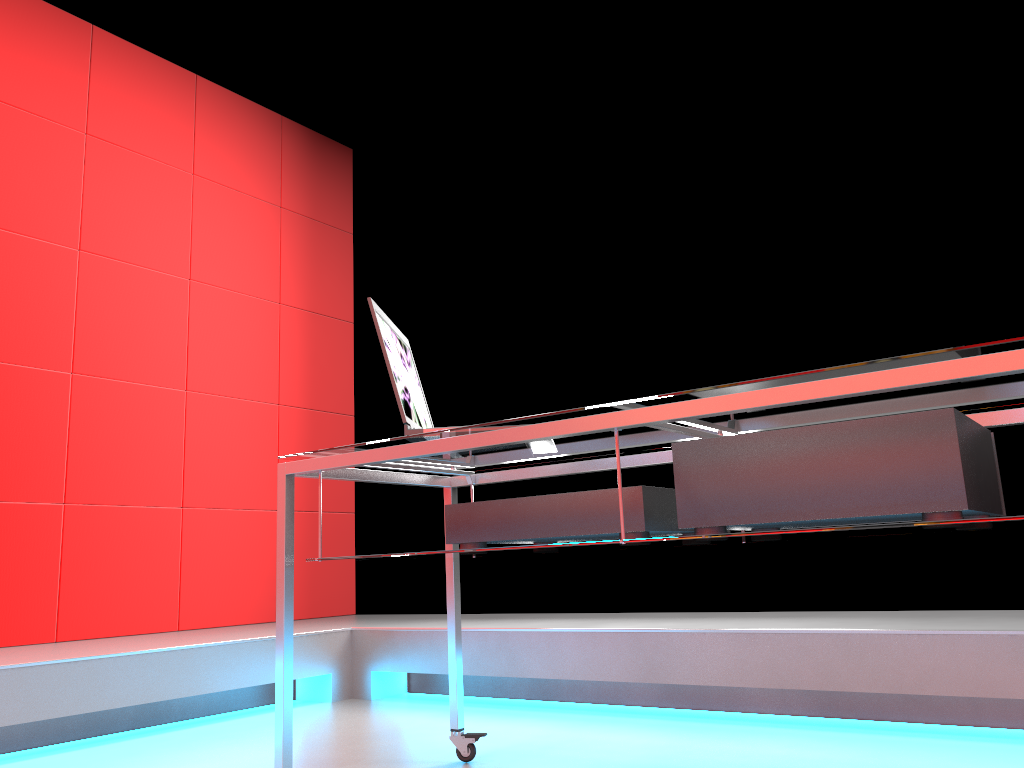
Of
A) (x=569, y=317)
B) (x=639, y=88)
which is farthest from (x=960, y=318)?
(x=639, y=88)

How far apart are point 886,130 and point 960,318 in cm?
75

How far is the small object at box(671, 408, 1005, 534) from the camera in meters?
1.2 m

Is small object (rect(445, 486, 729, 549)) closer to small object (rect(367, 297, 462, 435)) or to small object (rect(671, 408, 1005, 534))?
small object (rect(671, 408, 1005, 534))

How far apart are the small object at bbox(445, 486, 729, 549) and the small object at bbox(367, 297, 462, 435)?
0.17m

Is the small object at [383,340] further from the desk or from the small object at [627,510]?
the small object at [627,510]

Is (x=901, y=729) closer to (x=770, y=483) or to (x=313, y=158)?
(x=770, y=483)

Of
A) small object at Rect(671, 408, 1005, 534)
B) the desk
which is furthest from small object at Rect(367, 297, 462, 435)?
small object at Rect(671, 408, 1005, 534)

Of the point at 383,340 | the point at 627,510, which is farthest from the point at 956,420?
the point at 383,340

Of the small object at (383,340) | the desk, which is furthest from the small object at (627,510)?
the small object at (383,340)
